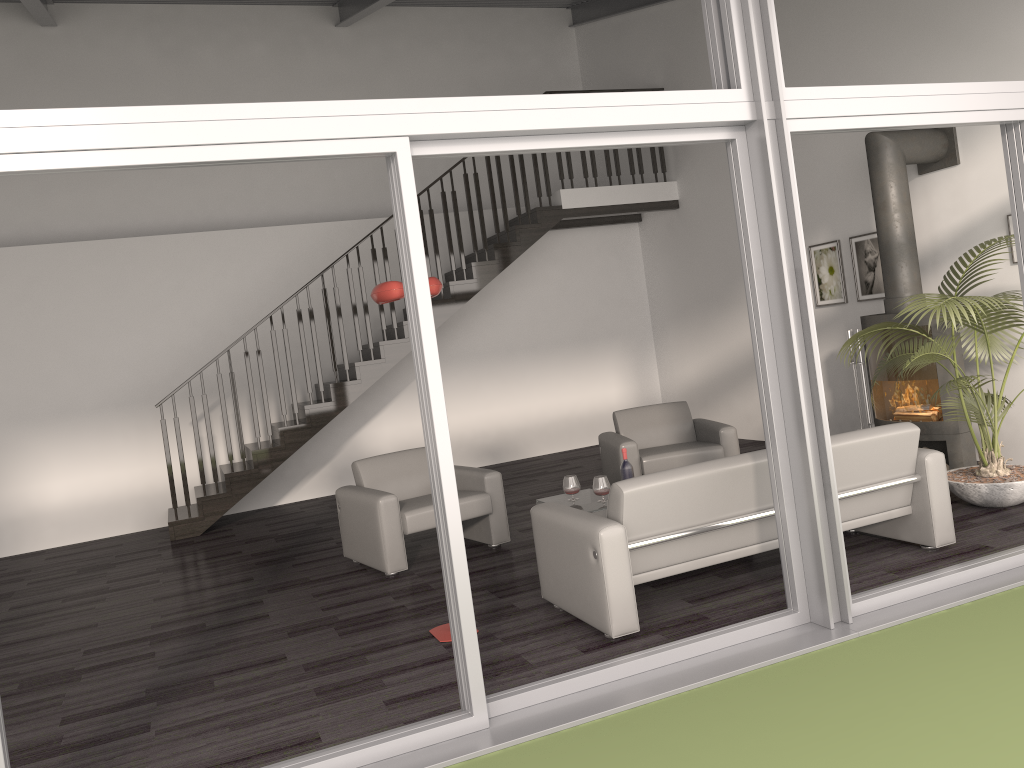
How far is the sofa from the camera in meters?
4.1

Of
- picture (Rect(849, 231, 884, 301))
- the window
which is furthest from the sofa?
picture (Rect(849, 231, 884, 301))

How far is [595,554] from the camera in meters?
4.1

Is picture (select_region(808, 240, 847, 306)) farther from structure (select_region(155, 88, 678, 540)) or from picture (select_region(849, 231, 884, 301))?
structure (select_region(155, 88, 678, 540))

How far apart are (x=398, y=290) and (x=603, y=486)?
2.01m

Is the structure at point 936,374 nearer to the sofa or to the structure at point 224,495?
the sofa

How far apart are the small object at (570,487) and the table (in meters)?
0.07

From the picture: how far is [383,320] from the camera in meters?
9.0 m

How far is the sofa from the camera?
4.07m

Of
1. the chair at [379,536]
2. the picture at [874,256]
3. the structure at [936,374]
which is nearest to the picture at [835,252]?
the picture at [874,256]
